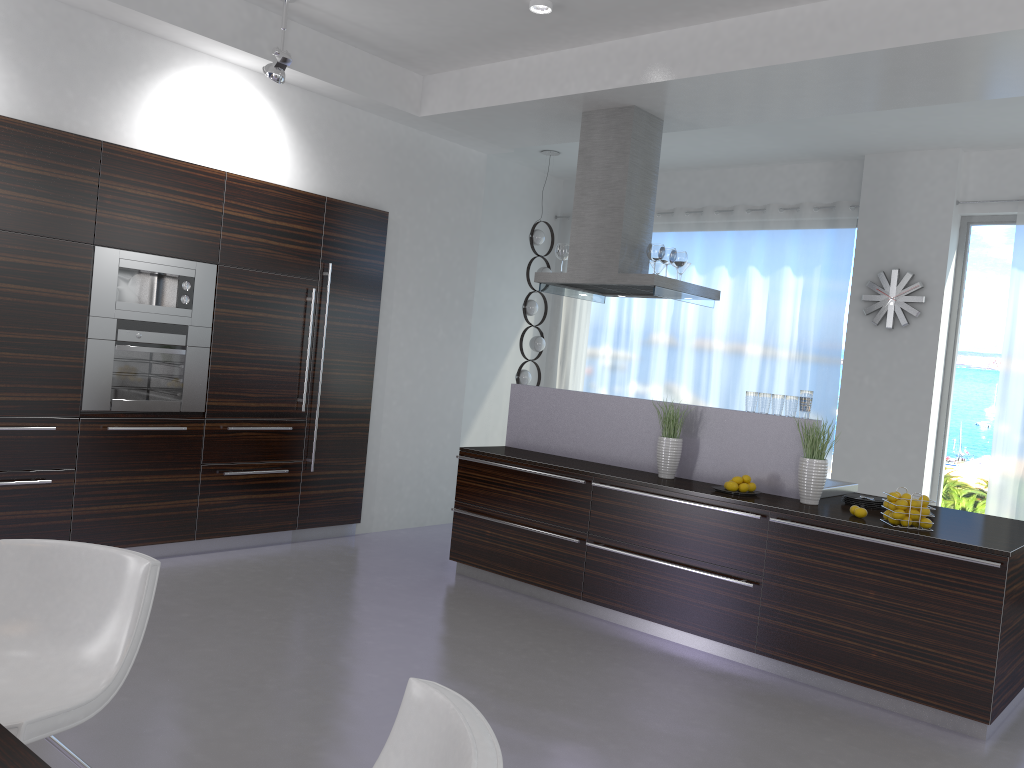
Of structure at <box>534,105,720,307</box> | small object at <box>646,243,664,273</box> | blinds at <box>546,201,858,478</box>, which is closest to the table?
structure at <box>534,105,720,307</box>

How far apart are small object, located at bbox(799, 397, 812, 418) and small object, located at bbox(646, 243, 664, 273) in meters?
1.4

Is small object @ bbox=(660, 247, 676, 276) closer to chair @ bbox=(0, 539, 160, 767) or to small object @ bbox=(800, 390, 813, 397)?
small object @ bbox=(800, 390, 813, 397)

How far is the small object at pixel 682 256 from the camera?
6.1 meters

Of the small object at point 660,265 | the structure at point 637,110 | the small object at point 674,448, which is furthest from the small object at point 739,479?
the small object at point 660,265

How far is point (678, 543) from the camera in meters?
4.9 m

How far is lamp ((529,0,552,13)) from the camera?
5.0m

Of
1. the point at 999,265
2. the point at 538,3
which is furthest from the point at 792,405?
the point at 999,265

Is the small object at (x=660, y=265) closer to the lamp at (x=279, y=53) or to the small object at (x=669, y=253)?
the small object at (x=669, y=253)

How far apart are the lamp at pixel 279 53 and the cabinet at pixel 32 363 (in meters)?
0.76
